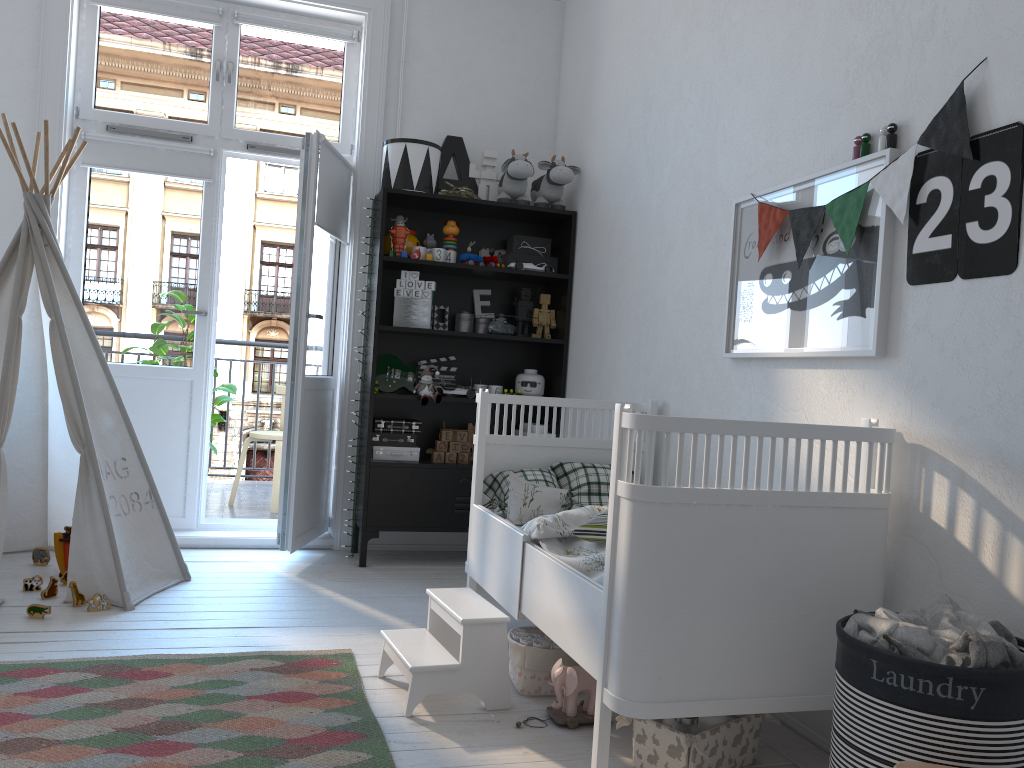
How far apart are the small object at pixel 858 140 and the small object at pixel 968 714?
1.1m

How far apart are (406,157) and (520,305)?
0.9m

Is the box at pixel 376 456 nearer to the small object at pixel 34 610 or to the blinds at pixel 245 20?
the small object at pixel 34 610

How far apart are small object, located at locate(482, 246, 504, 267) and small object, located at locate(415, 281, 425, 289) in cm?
37

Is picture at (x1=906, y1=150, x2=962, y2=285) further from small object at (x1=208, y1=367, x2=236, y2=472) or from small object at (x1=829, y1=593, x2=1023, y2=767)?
small object at (x1=208, y1=367, x2=236, y2=472)

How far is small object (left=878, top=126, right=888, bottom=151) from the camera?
2.1m

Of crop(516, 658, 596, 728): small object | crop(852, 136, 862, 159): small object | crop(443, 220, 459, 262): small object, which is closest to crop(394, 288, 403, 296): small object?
crop(443, 220, 459, 262): small object

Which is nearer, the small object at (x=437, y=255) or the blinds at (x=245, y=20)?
the small object at (x=437, y=255)

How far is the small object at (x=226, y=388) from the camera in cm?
499

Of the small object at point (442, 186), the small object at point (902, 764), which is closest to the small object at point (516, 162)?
the small object at point (442, 186)
